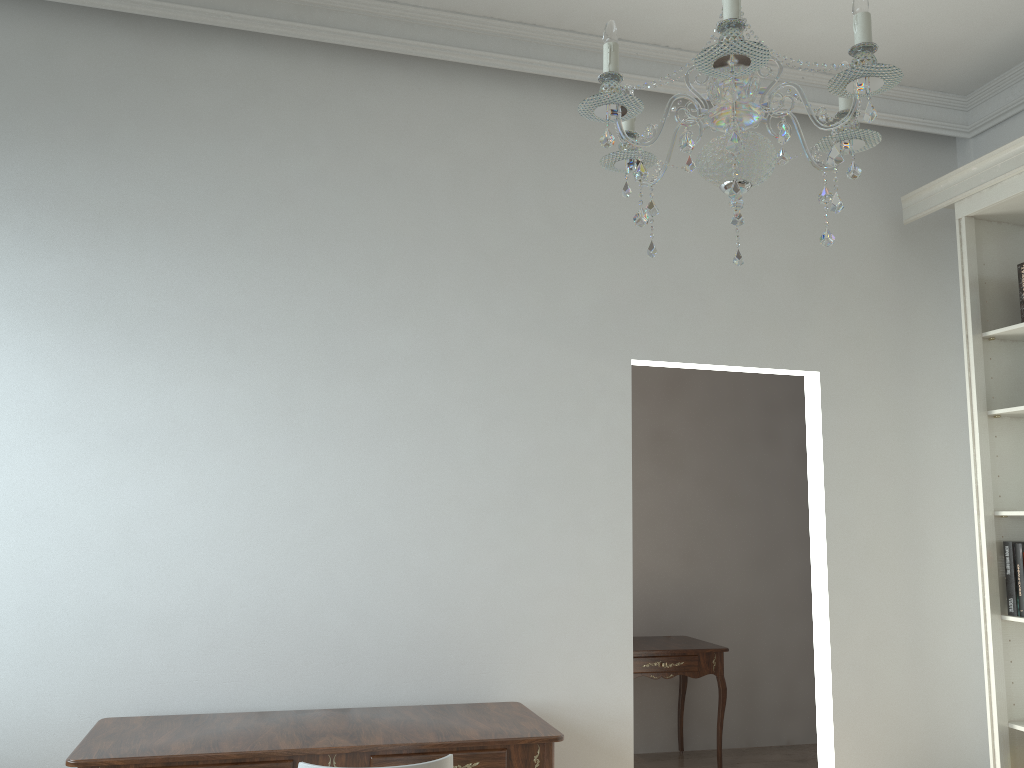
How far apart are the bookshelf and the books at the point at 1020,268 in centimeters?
12cm

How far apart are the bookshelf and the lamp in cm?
210

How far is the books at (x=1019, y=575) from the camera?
3.5m

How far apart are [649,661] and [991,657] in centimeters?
171cm

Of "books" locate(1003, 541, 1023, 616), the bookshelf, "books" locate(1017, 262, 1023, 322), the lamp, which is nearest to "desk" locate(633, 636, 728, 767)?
the bookshelf

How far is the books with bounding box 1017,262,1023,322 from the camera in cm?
367

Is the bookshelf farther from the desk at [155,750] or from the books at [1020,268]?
the desk at [155,750]

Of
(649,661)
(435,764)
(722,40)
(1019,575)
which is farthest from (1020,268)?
(435,764)

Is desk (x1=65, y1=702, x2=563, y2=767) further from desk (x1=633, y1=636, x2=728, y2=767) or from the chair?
desk (x1=633, y1=636, x2=728, y2=767)

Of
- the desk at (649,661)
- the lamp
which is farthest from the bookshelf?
the lamp
